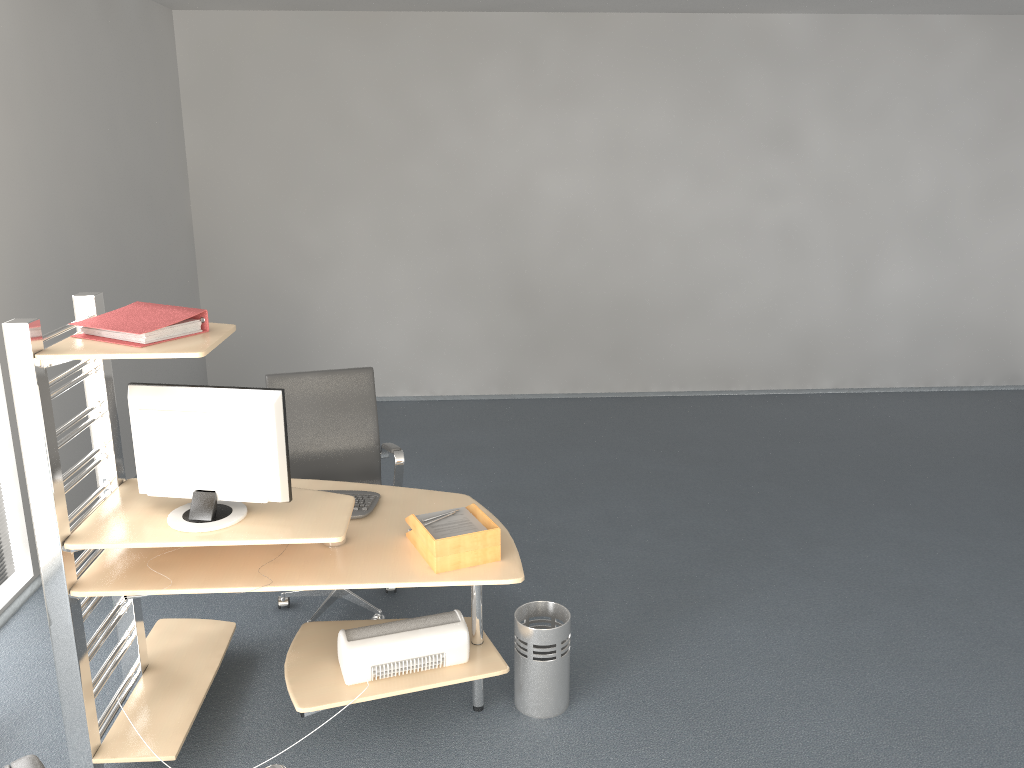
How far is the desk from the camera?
2.6m

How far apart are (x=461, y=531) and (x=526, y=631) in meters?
0.5

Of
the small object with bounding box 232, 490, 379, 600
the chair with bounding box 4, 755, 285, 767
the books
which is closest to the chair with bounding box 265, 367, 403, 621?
the small object with bounding box 232, 490, 379, 600

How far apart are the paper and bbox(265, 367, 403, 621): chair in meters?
0.7 m

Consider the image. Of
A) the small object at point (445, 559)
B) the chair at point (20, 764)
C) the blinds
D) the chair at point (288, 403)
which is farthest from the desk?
the chair at point (20, 764)

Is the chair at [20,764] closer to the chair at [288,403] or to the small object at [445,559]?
the small object at [445,559]

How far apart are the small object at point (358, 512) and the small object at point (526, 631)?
0.7 meters

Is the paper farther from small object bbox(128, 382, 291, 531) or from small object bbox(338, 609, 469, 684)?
small object bbox(128, 382, 291, 531)

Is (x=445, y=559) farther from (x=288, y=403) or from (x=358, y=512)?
(x=288, y=403)

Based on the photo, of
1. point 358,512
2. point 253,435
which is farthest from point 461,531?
point 253,435
